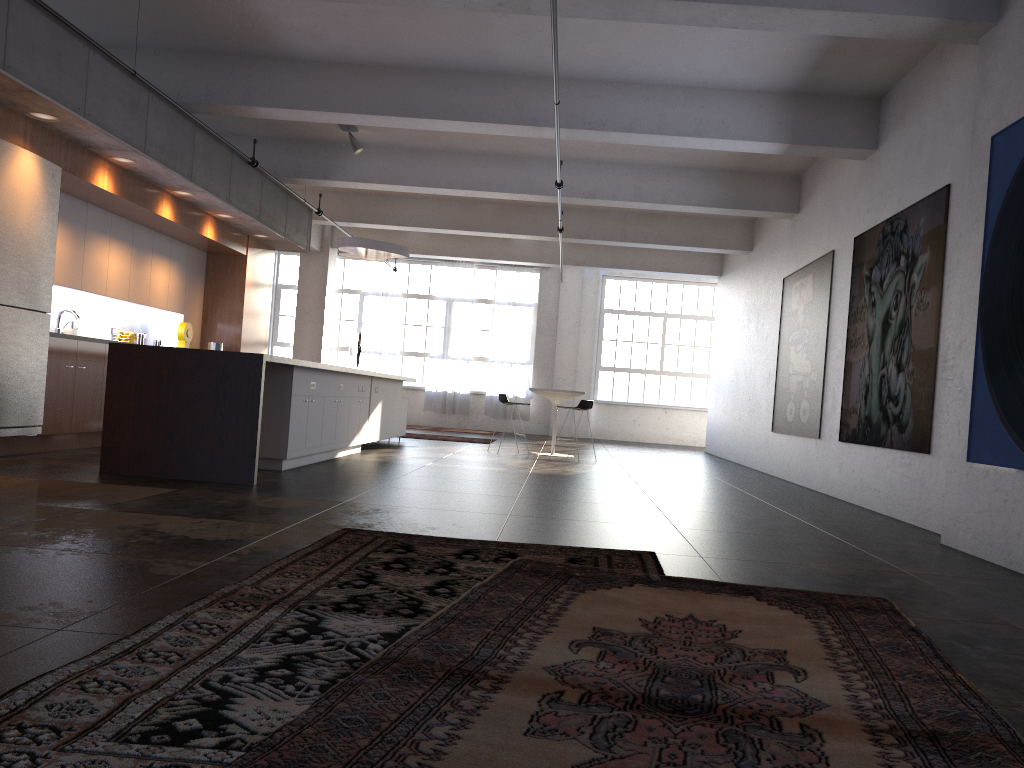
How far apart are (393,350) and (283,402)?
12.7m

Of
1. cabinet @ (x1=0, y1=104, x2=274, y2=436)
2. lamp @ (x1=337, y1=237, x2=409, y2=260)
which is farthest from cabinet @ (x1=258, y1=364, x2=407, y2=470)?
cabinet @ (x1=0, y1=104, x2=274, y2=436)

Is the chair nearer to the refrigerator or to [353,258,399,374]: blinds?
the refrigerator

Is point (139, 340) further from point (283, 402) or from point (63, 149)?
point (283, 402)

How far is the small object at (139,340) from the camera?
10.59m

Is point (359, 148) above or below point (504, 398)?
above

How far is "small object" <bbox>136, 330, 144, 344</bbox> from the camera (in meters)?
10.59

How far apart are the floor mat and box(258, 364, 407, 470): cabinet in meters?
4.1

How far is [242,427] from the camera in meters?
6.5 m

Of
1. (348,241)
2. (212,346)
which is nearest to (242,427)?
(212,346)
